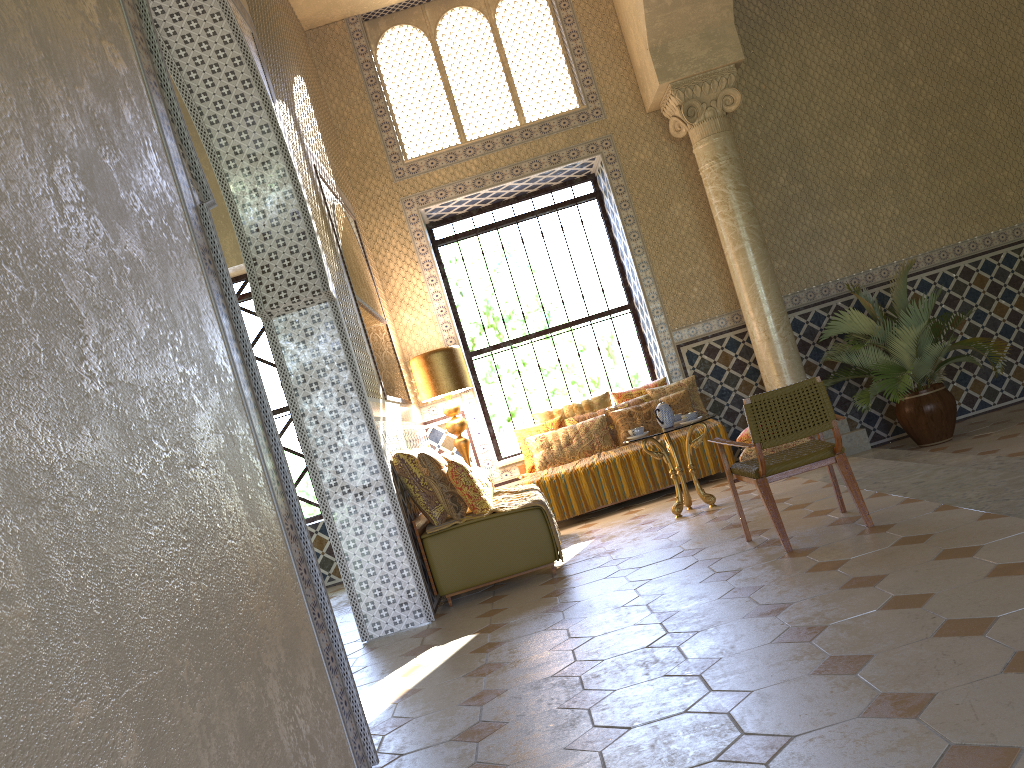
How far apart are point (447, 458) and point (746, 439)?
3.9 meters

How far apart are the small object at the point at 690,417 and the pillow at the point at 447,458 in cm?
259

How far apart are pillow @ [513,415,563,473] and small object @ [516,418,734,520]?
0.3 meters

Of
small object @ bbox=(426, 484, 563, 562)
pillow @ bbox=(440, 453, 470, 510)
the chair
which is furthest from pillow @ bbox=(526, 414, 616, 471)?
the chair

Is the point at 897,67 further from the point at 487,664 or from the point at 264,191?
the point at 487,664

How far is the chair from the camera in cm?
670

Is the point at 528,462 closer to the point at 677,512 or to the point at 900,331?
the point at 677,512

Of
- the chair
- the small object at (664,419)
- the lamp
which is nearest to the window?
the lamp

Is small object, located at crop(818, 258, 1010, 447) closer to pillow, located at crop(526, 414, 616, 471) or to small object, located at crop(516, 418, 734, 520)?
small object, located at crop(516, 418, 734, 520)

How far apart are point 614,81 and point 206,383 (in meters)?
10.84
